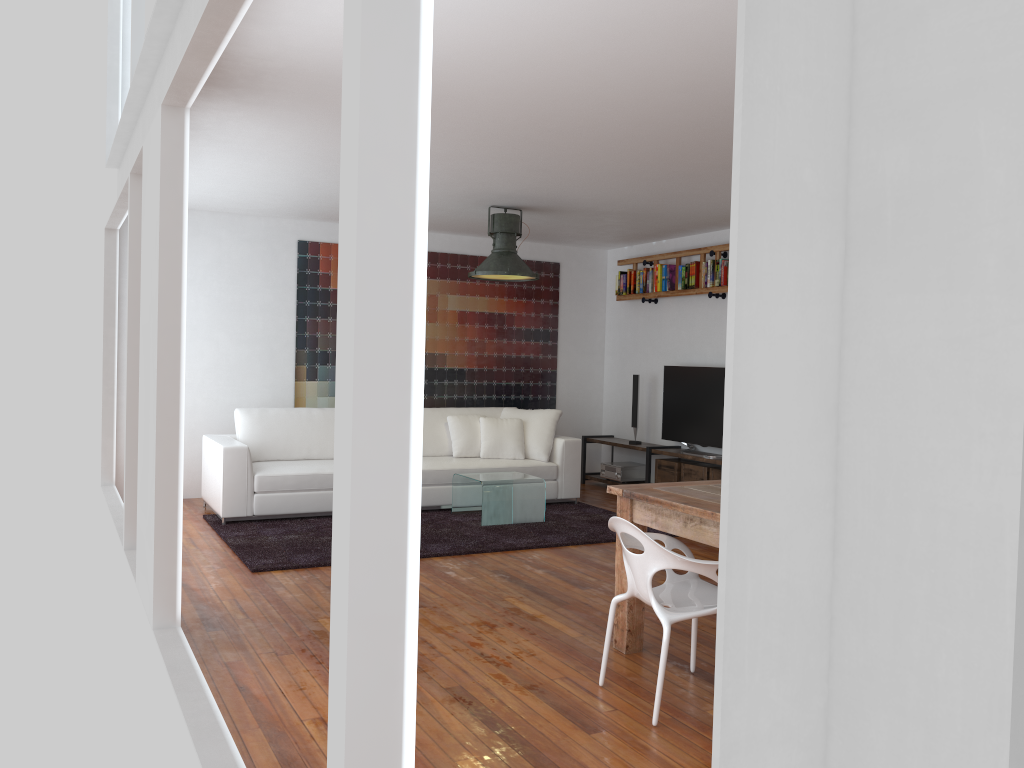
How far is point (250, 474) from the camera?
6.6 meters

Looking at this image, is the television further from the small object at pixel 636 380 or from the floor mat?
the floor mat

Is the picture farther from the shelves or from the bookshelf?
the bookshelf

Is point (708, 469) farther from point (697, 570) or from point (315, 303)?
point (697, 570)

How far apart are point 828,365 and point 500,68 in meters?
3.4 m

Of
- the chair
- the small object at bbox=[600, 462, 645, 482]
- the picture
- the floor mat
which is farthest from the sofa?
the chair

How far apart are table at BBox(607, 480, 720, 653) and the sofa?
3.4m

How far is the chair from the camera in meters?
3.2

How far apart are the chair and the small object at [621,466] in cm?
505

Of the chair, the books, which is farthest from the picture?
the chair
